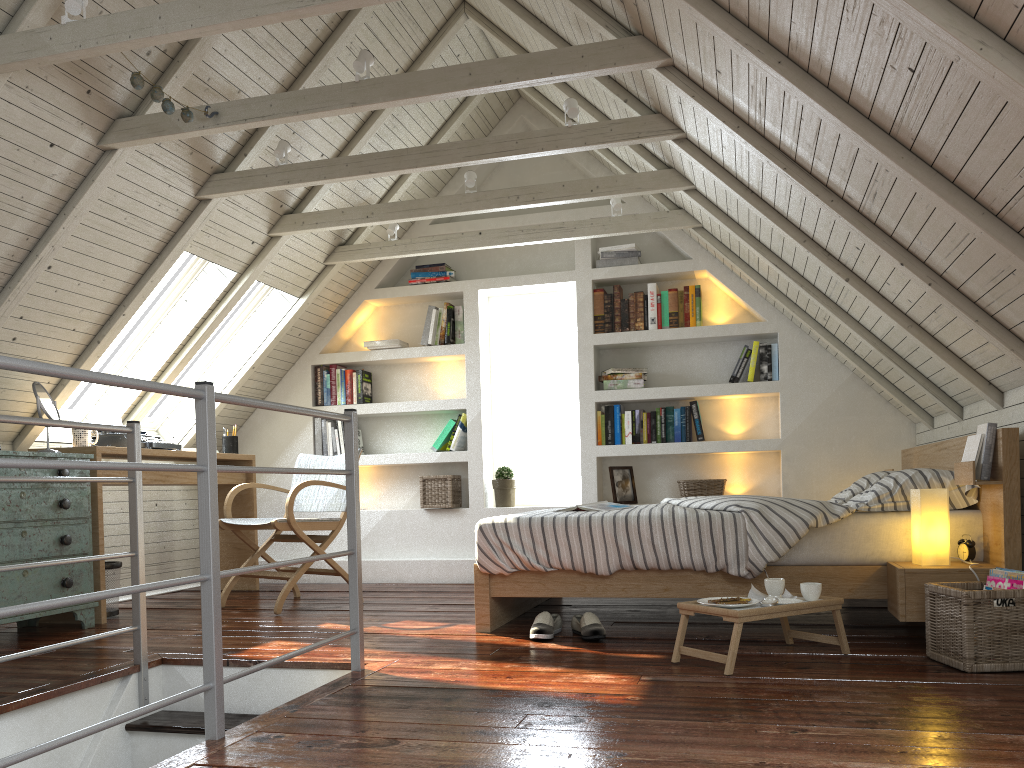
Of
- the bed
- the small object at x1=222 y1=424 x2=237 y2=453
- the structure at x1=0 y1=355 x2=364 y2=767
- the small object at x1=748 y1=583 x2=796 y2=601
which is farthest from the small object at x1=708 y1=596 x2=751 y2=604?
the small object at x1=222 y1=424 x2=237 y2=453

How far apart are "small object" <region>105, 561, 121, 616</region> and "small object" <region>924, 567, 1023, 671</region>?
3.4m

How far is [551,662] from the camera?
2.7m

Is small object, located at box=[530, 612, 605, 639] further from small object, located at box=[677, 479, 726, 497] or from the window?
the window

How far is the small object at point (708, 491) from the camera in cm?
496

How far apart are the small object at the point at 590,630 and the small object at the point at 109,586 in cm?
214

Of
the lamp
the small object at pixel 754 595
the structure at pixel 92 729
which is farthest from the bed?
the structure at pixel 92 729

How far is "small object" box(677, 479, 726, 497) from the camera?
4.96m

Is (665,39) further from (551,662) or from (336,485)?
(336,485)

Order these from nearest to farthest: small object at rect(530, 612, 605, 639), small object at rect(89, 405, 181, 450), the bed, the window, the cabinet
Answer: the bed < small object at rect(530, 612, 605, 639) < the cabinet < small object at rect(89, 405, 181, 450) < the window
